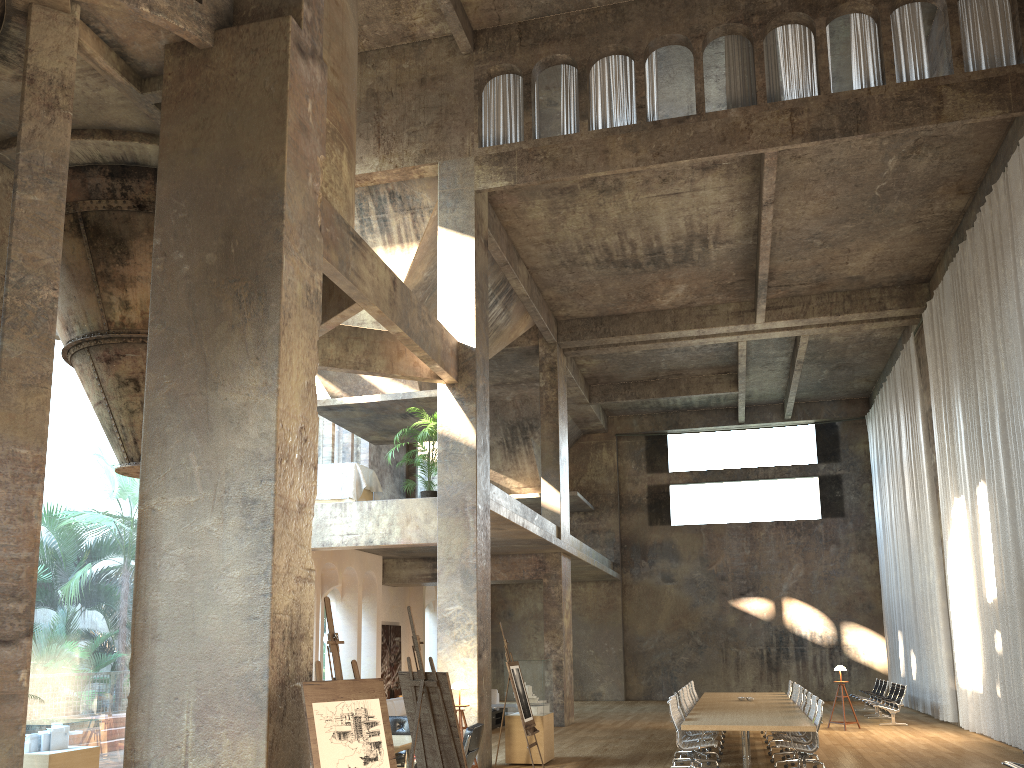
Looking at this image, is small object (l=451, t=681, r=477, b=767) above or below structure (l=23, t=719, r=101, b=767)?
above

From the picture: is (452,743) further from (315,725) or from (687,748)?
(687,748)

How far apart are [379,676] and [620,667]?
10.6m

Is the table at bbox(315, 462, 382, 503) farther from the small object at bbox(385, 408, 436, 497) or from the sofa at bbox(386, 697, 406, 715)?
the sofa at bbox(386, 697, 406, 715)

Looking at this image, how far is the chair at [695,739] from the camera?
11.74m

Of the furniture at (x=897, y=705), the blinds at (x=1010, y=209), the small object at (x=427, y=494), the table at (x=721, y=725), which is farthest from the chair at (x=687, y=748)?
the furniture at (x=897, y=705)

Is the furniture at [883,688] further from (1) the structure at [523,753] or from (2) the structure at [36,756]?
(2) the structure at [36,756]

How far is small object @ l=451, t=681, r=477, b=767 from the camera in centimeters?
1162cm

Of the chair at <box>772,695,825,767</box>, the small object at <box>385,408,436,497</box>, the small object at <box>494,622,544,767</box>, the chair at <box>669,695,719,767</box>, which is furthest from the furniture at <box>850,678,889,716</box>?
the small object at <box>385,408,436,497</box>

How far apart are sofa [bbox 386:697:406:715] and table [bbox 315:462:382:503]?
4.76m
